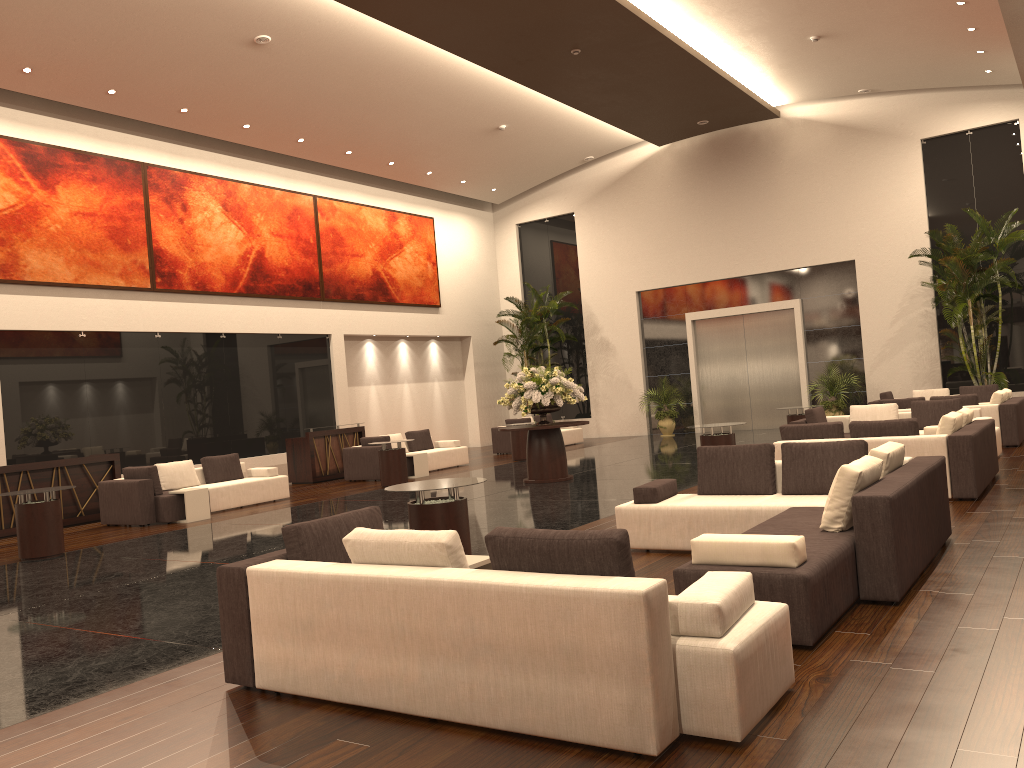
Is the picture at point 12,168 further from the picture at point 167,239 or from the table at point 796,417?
the table at point 796,417

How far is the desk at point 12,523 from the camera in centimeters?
1301cm

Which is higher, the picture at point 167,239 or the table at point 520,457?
the picture at point 167,239

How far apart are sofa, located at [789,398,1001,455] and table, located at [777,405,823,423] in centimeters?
181cm

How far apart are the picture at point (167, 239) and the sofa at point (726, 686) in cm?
1358

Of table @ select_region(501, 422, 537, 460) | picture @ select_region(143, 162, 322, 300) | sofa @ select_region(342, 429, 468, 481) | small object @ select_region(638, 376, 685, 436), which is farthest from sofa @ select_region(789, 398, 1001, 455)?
picture @ select_region(143, 162, 322, 300)

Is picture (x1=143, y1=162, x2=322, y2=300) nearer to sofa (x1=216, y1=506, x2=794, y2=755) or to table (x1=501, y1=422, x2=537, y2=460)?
table (x1=501, y1=422, x2=537, y2=460)

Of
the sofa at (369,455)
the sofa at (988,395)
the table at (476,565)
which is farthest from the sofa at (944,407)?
the table at (476,565)

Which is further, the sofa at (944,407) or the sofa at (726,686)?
the sofa at (944,407)

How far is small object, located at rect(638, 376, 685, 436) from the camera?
23.5 meters
